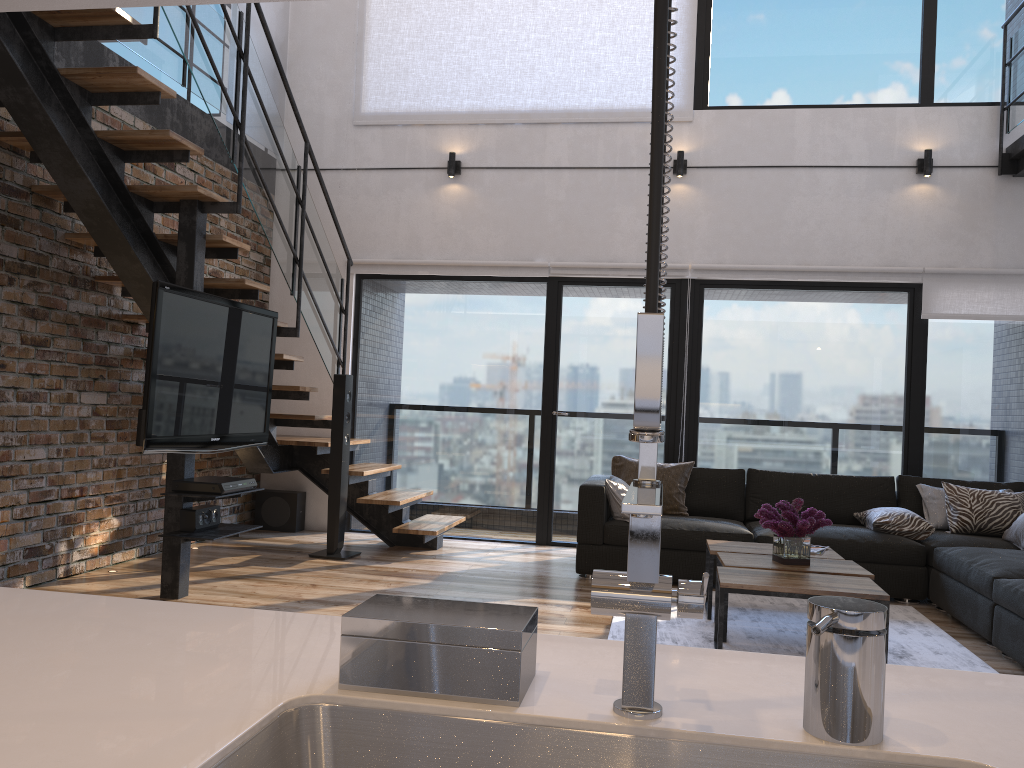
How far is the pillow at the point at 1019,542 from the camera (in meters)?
5.01

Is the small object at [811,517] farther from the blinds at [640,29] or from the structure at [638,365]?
the blinds at [640,29]

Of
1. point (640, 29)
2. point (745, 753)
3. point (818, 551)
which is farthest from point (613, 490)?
point (745, 753)

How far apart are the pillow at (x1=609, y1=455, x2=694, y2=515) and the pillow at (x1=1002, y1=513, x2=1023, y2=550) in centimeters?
187cm

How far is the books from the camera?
4.5 meters

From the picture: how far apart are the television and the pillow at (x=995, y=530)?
4.1 meters

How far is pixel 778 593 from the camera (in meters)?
3.55

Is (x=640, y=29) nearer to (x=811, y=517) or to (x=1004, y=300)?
(x=1004, y=300)

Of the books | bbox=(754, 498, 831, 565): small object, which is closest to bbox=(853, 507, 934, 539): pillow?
the books

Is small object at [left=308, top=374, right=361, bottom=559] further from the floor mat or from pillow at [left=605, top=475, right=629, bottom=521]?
the floor mat
